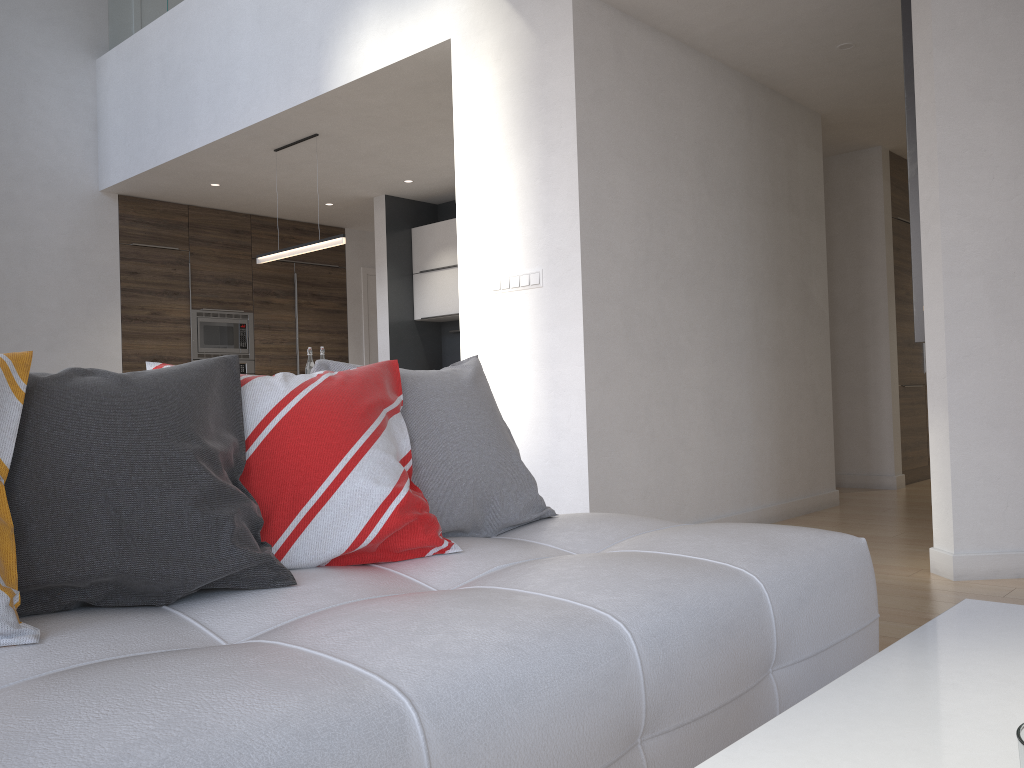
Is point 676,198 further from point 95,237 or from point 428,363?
point 95,237

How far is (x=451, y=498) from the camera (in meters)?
1.93

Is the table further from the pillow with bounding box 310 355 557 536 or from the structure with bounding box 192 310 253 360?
the structure with bounding box 192 310 253 360

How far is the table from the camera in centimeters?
69cm

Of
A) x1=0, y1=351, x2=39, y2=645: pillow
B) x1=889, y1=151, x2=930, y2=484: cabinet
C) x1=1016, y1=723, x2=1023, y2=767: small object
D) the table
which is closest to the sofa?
x1=0, y1=351, x2=39, y2=645: pillow

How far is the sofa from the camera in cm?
90

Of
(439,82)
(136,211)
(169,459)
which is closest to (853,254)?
(439,82)

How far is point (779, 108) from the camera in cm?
524

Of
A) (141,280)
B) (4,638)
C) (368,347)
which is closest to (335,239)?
(141,280)

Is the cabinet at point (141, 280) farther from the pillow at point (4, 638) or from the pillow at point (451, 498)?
the pillow at point (4, 638)
